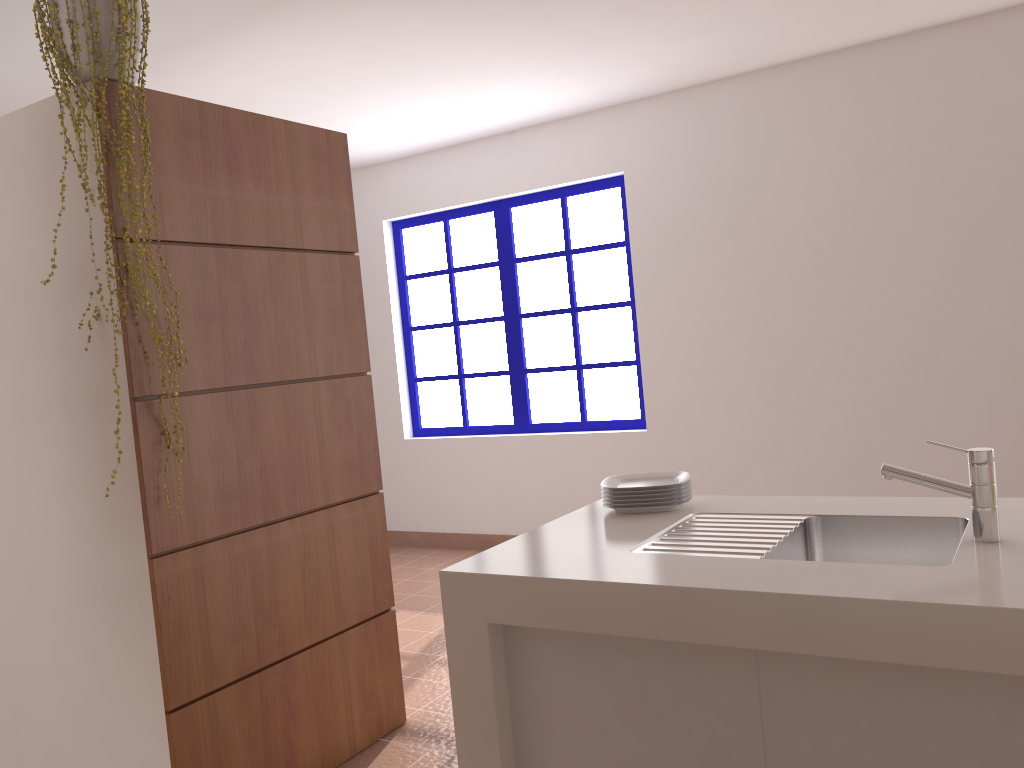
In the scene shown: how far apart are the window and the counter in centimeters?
270cm

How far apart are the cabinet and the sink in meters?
0.2

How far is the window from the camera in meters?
5.2

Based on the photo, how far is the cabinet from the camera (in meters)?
1.37

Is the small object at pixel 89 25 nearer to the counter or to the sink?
the counter

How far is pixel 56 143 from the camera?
2.3m

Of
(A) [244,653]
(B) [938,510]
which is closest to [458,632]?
(A) [244,653]

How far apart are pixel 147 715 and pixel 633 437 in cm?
316

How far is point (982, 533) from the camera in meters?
1.6 m

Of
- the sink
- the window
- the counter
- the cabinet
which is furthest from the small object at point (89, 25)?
the window
